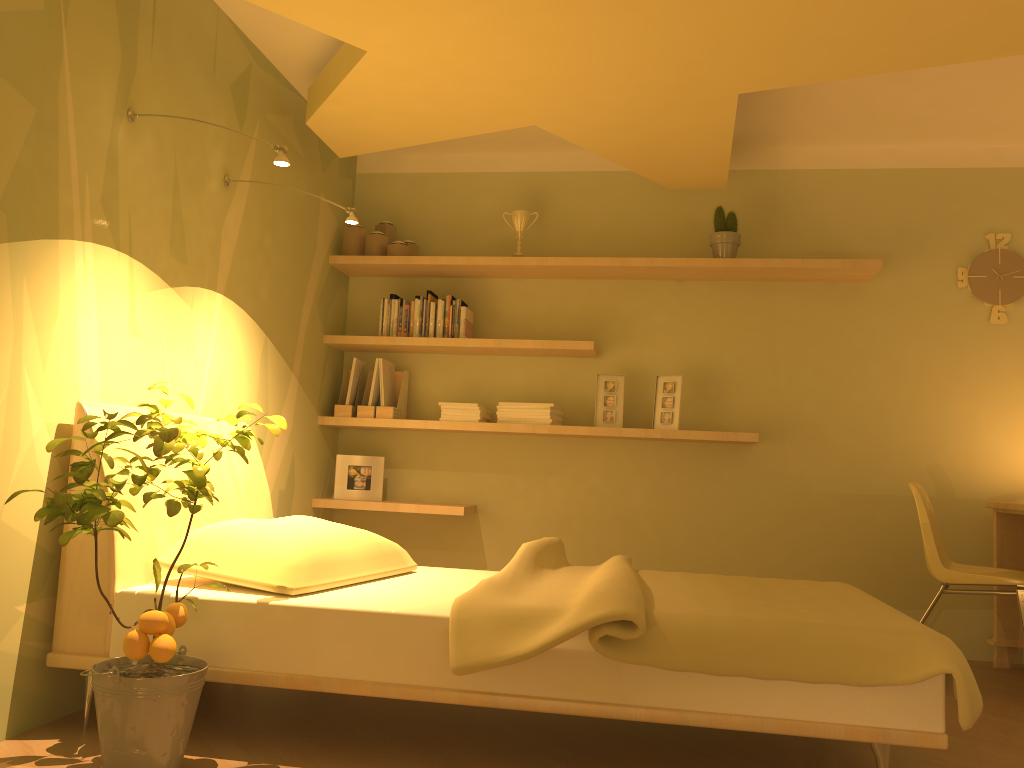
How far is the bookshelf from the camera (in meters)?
4.05

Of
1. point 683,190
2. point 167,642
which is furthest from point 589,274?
point 167,642

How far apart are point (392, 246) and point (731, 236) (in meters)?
1.64

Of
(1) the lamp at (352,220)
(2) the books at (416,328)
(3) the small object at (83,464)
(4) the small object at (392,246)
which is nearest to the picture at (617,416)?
(2) the books at (416,328)

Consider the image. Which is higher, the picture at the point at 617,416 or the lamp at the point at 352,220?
the lamp at the point at 352,220

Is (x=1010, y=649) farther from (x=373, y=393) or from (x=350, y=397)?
(x=350, y=397)

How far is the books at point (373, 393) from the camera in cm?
434

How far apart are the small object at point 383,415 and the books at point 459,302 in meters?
0.5 m

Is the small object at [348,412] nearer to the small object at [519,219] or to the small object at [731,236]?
the small object at [519,219]

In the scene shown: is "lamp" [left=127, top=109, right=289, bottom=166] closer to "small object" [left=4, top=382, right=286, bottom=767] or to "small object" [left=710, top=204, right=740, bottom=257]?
"small object" [left=4, top=382, right=286, bottom=767]
